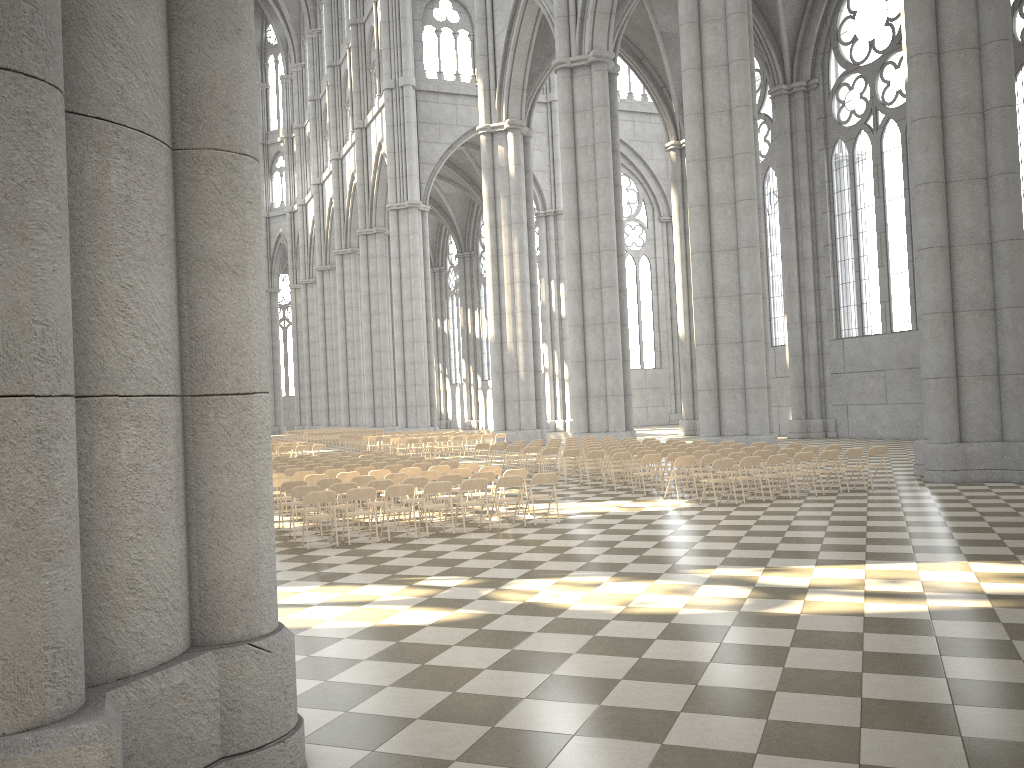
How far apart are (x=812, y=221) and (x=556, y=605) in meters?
30.6

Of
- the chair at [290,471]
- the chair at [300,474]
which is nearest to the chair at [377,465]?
the chair at [290,471]

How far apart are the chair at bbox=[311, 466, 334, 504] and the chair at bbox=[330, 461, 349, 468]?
1.25m

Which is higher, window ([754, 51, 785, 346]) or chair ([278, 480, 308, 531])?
window ([754, 51, 785, 346])

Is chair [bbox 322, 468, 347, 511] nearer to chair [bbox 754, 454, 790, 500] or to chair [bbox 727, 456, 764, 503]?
chair [bbox 727, 456, 764, 503]

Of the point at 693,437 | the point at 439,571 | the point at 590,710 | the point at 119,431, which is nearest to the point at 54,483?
the point at 119,431

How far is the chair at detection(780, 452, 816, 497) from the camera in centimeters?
1588cm

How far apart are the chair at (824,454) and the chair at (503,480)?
6.00m

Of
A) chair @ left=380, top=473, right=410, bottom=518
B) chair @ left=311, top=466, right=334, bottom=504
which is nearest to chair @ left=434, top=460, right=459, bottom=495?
chair @ left=311, top=466, right=334, bottom=504

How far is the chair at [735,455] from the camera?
16.7m
